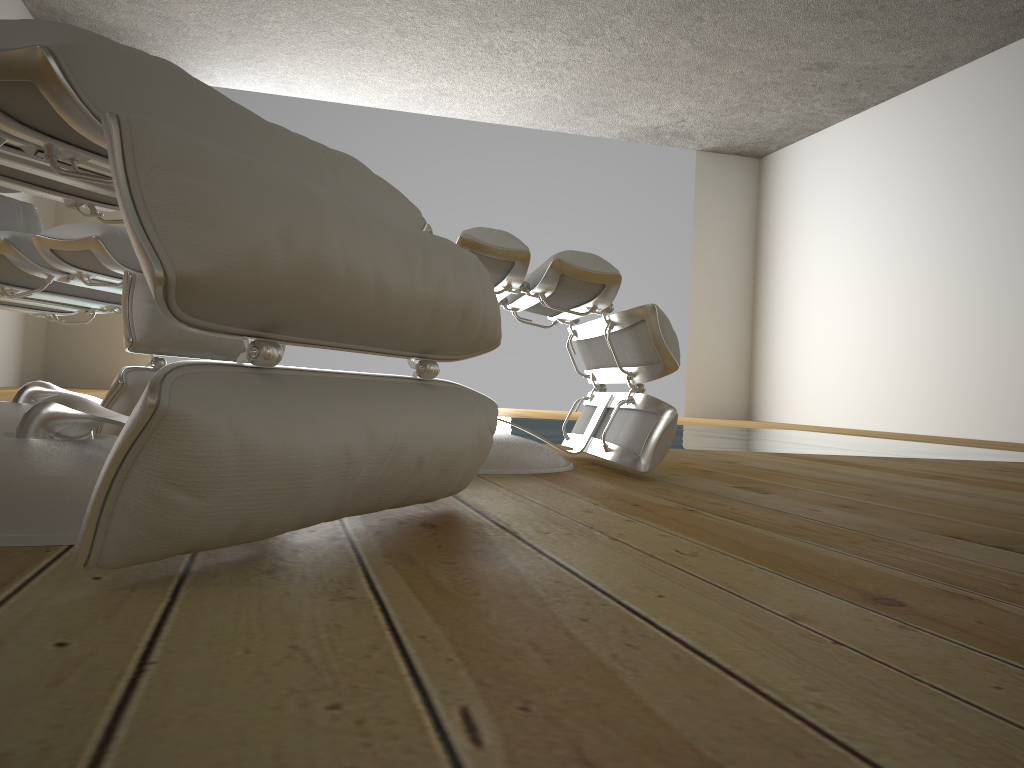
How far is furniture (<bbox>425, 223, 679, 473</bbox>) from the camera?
1.5m

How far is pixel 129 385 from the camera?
1.43m

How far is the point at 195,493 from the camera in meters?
0.6

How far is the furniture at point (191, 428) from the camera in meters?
0.5 m

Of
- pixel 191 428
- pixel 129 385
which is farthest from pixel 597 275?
pixel 191 428

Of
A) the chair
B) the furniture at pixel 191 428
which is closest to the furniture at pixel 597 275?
the furniture at pixel 191 428

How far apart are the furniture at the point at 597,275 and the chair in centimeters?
51cm

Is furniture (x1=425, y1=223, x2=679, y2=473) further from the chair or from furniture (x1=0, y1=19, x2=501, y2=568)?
the chair

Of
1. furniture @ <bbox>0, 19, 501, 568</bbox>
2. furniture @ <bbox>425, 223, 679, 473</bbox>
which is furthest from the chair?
furniture @ <bbox>425, 223, 679, 473</bbox>

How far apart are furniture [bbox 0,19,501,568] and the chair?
0.3m
